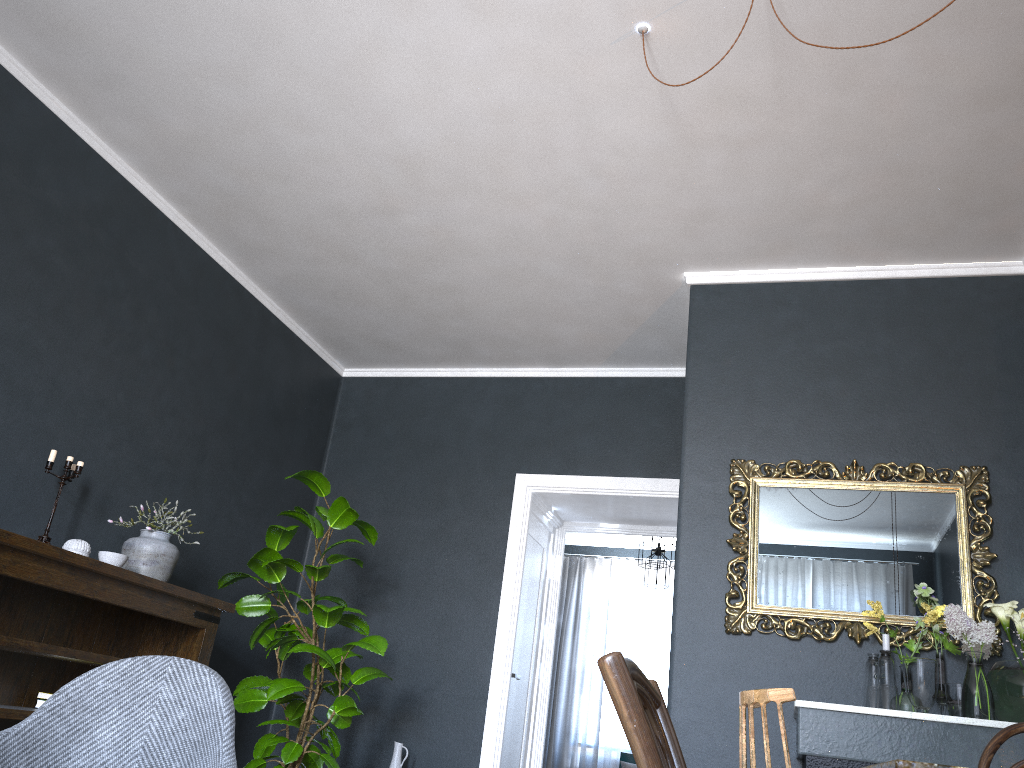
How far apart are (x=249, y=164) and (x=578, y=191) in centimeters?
150cm

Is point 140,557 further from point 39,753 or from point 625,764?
point 625,764

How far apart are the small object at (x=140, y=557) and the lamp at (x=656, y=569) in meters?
4.9

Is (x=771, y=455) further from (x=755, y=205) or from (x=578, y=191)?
(x=578, y=191)

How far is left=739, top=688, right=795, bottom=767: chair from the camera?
1.5 meters

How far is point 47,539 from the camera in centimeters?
355cm

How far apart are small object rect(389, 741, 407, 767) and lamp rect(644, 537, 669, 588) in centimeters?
364cm

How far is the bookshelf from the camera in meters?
3.2 m

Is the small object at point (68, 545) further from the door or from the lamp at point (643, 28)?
the lamp at point (643, 28)

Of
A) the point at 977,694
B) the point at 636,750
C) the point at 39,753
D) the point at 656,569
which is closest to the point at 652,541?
the point at 656,569
